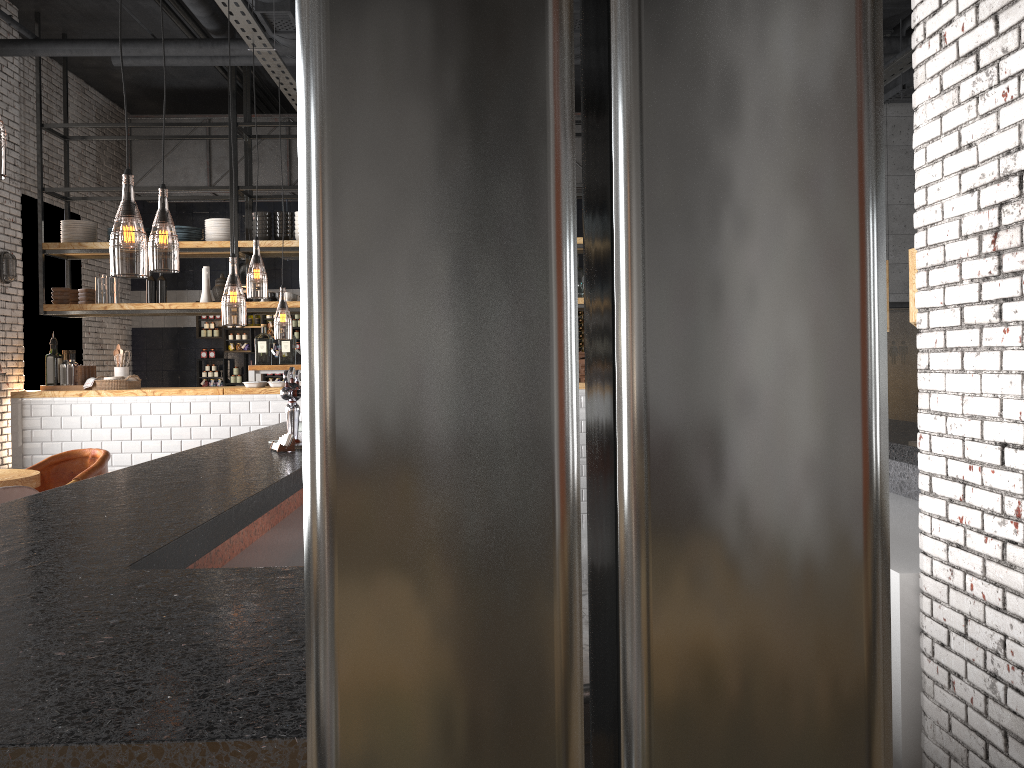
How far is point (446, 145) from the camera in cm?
12

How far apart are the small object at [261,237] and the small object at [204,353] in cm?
356

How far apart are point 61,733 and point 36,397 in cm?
809

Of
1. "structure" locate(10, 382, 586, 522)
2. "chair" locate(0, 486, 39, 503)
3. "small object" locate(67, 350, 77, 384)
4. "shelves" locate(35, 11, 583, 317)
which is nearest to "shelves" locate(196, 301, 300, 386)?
"shelves" locate(35, 11, 583, 317)

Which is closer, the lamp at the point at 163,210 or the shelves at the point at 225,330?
the lamp at the point at 163,210

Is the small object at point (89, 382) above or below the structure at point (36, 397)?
above

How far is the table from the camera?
5.7 meters

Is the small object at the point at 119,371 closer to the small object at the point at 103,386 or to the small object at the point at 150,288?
the small object at the point at 103,386

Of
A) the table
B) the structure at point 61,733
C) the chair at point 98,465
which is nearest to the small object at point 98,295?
the chair at point 98,465

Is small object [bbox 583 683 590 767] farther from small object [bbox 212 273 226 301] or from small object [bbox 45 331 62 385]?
small object [bbox 45 331 62 385]
